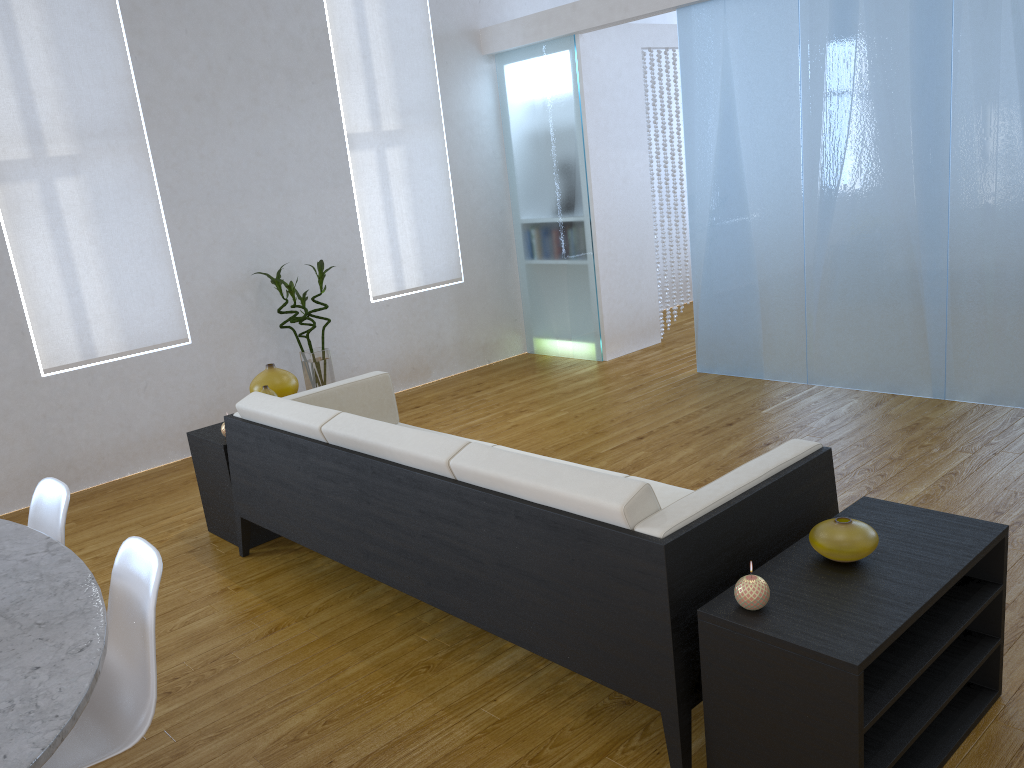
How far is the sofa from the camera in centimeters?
194cm

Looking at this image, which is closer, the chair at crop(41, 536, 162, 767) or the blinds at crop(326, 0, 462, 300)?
the chair at crop(41, 536, 162, 767)

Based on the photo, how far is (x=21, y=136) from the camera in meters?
4.3 m

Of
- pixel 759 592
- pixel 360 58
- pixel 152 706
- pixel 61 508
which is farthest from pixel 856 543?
pixel 360 58

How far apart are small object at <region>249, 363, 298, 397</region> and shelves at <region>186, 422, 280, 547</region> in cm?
22

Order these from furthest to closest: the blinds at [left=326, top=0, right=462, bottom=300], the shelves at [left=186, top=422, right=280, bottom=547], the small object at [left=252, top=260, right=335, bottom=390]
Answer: the blinds at [left=326, top=0, right=462, bottom=300]
the small object at [left=252, top=260, right=335, bottom=390]
the shelves at [left=186, top=422, right=280, bottom=547]

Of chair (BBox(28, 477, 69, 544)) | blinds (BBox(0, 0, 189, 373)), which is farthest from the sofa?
blinds (BBox(0, 0, 189, 373))

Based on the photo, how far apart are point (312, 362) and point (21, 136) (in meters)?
1.81

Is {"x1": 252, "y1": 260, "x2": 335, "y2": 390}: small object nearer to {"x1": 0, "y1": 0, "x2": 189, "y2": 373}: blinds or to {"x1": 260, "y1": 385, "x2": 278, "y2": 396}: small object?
{"x1": 0, "y1": 0, "x2": 189, "y2": 373}: blinds

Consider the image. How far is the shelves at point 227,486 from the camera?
3.5 meters
